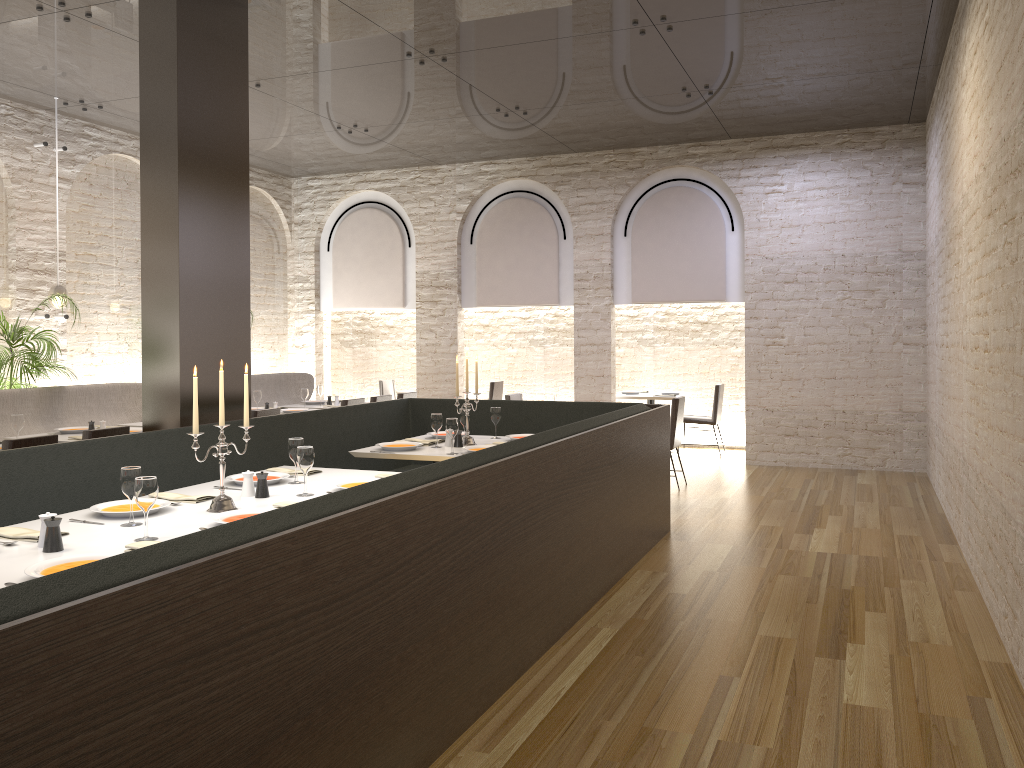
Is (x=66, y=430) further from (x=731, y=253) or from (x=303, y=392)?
Answer: (x=731, y=253)

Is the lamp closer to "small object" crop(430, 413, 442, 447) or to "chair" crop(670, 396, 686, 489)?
"small object" crop(430, 413, 442, 447)

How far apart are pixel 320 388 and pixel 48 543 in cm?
697

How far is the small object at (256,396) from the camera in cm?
898

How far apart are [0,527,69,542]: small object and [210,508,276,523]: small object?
0.6 meters

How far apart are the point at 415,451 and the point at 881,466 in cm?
636

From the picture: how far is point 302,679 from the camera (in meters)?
2.43

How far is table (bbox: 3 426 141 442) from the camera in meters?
6.7 m

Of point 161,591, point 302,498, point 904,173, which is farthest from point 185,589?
point 904,173

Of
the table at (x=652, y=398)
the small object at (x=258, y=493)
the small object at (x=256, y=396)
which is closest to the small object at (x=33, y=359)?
the small object at (x=256, y=396)
